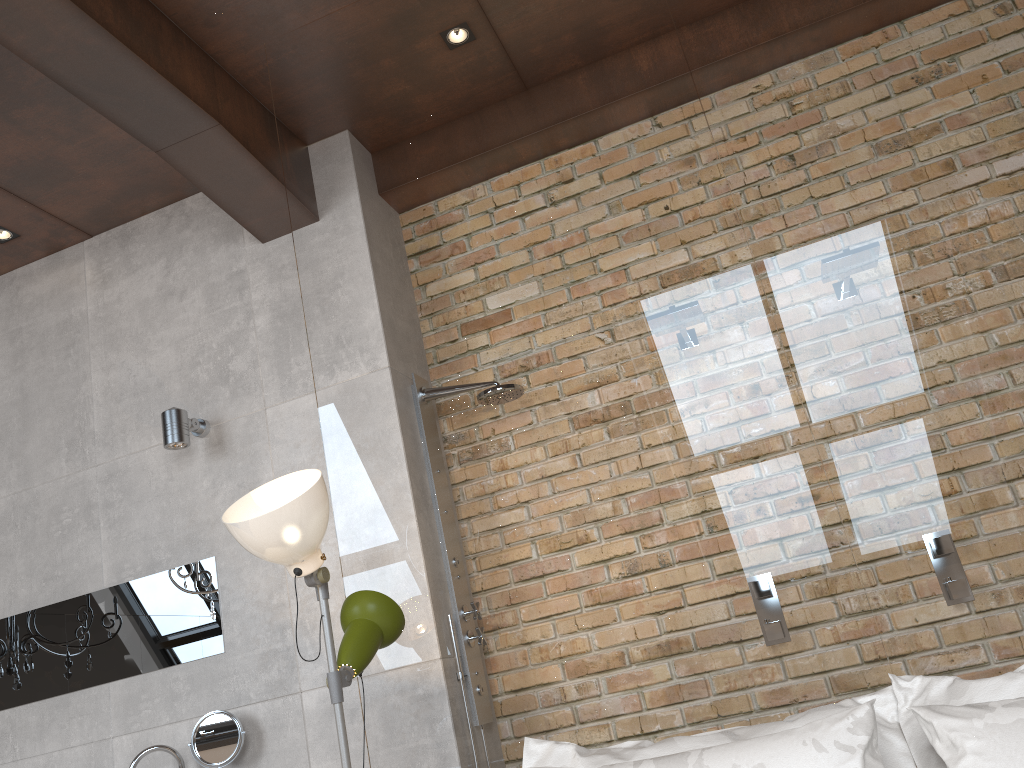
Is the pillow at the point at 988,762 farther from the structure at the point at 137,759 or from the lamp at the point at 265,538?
the structure at the point at 137,759

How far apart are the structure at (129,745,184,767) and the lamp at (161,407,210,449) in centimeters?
113cm

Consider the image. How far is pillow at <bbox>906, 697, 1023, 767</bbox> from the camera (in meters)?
1.56

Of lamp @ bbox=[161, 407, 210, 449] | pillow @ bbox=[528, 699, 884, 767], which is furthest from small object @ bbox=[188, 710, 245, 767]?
pillow @ bbox=[528, 699, 884, 767]

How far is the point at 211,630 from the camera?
3.5m

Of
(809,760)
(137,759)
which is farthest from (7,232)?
(809,760)

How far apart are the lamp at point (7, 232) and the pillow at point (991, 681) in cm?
339

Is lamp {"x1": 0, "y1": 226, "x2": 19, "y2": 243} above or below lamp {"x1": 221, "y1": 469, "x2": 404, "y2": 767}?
above

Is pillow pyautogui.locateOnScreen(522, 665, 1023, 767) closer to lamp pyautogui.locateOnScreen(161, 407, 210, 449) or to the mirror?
the mirror

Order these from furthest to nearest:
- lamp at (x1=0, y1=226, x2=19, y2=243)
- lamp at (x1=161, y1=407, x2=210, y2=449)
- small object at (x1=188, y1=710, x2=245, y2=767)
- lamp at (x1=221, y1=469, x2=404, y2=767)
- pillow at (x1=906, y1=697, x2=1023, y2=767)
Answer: lamp at (x1=0, y1=226, x2=19, y2=243)
lamp at (x1=161, y1=407, x2=210, y2=449)
small object at (x1=188, y1=710, x2=245, y2=767)
lamp at (x1=221, y1=469, x2=404, y2=767)
pillow at (x1=906, y1=697, x2=1023, y2=767)
